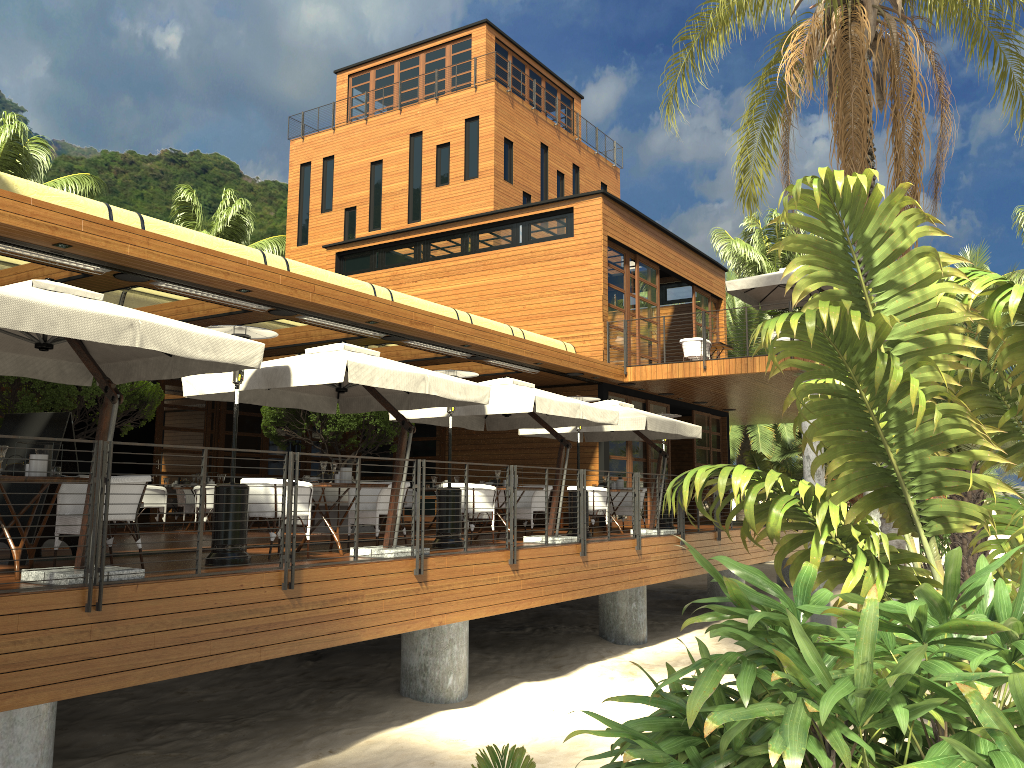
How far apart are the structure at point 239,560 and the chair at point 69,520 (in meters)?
0.67

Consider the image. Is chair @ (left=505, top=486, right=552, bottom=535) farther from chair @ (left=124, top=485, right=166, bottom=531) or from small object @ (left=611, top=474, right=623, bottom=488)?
chair @ (left=124, top=485, right=166, bottom=531)

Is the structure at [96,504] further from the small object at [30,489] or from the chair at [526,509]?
the small object at [30,489]

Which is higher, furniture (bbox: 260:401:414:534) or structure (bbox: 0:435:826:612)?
furniture (bbox: 260:401:414:534)

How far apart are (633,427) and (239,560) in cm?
751

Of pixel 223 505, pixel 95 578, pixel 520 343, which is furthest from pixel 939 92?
pixel 95 578

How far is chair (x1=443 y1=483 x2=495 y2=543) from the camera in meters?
11.7 m

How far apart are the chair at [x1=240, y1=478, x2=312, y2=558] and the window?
9.6 meters

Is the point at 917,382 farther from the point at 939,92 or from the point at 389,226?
the point at 389,226

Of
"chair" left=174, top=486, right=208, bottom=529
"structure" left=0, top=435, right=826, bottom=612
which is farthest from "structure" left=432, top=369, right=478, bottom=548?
"chair" left=174, top=486, right=208, bottom=529
